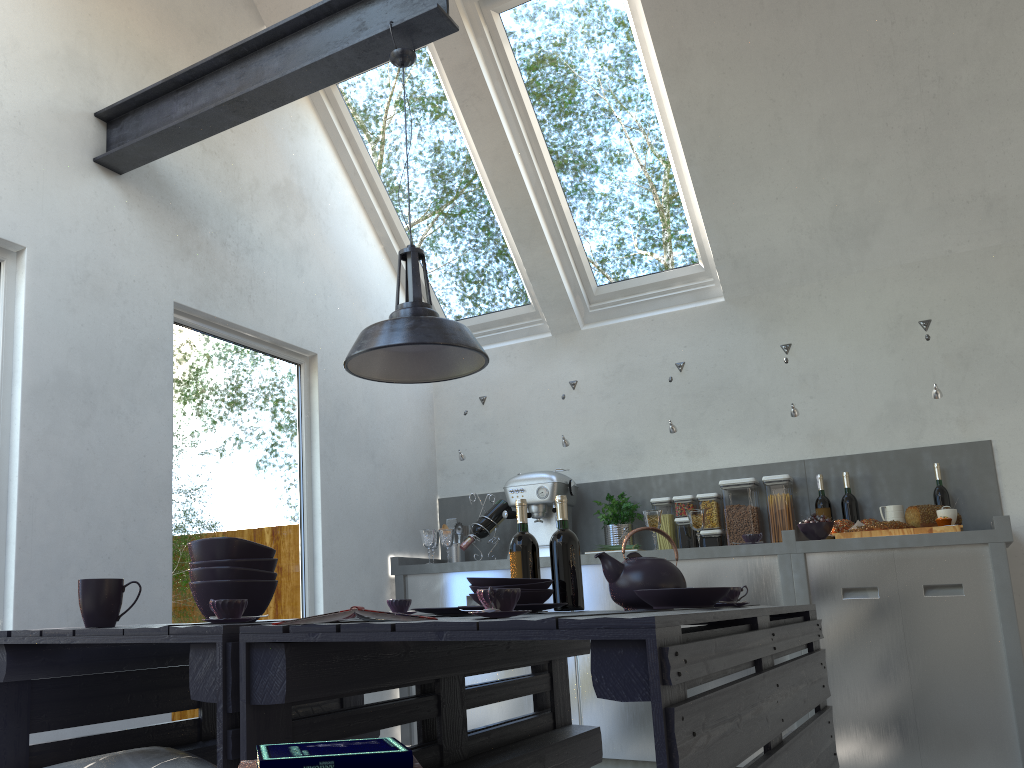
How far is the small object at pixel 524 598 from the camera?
2.3 meters

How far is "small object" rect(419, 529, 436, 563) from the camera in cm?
472

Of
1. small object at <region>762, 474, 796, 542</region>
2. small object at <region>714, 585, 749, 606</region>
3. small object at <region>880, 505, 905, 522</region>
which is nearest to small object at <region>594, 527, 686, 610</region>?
small object at <region>714, 585, 749, 606</region>

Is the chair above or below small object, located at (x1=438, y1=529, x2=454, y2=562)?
below

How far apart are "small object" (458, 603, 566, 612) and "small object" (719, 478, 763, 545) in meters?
2.4

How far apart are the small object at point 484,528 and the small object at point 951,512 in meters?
2.2 m

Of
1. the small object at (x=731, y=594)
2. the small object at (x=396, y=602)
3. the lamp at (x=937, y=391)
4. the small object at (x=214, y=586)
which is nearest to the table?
the small object at (x=731, y=594)

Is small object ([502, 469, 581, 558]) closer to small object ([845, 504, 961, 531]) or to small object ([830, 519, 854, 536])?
small object ([830, 519, 854, 536])

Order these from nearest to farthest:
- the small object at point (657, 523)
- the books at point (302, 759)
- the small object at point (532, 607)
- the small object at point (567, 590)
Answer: the books at point (302, 759) < the small object at point (532, 607) < the small object at point (567, 590) < the small object at point (657, 523)

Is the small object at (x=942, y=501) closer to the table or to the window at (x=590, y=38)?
the window at (x=590, y=38)
